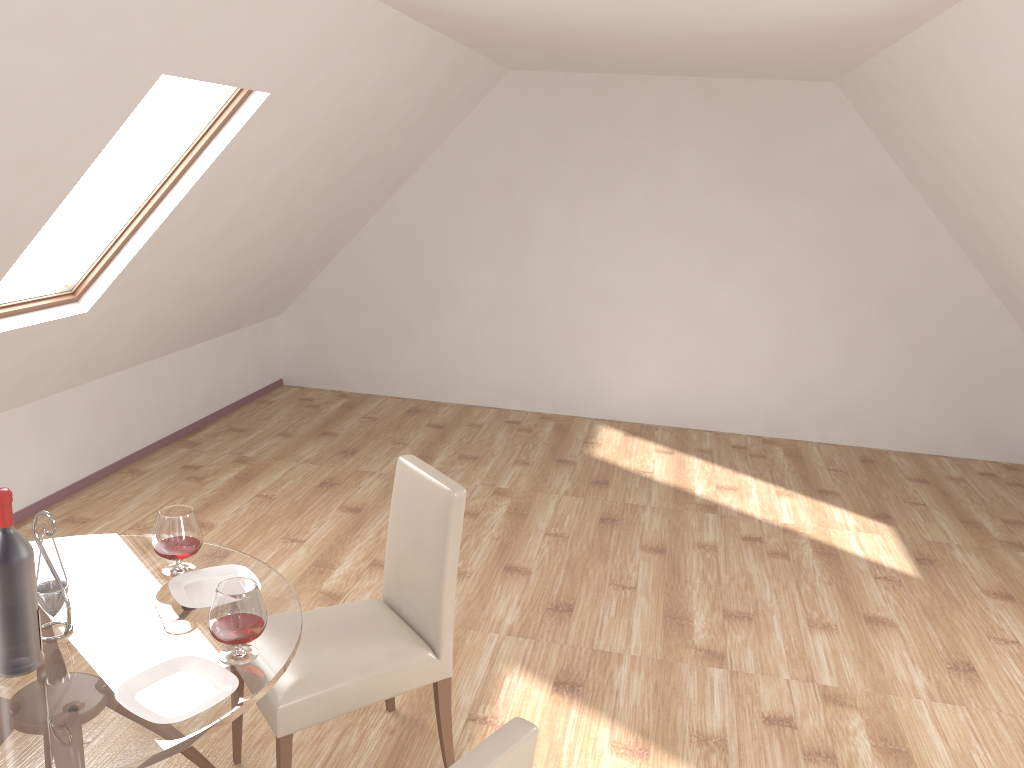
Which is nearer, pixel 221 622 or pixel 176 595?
pixel 221 622

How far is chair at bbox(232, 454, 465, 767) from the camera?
2.5m

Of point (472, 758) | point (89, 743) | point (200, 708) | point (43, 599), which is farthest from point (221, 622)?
point (472, 758)

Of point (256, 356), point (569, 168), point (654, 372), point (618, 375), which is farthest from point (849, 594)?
point (256, 356)

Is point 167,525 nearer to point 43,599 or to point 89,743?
point 43,599

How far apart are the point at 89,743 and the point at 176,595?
0.59m

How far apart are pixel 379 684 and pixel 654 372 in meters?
4.6

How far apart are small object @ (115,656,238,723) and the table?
0.0m

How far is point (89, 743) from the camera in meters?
1.8 m

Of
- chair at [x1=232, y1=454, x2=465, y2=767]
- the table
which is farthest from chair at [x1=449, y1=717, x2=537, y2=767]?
chair at [x1=232, y1=454, x2=465, y2=767]
